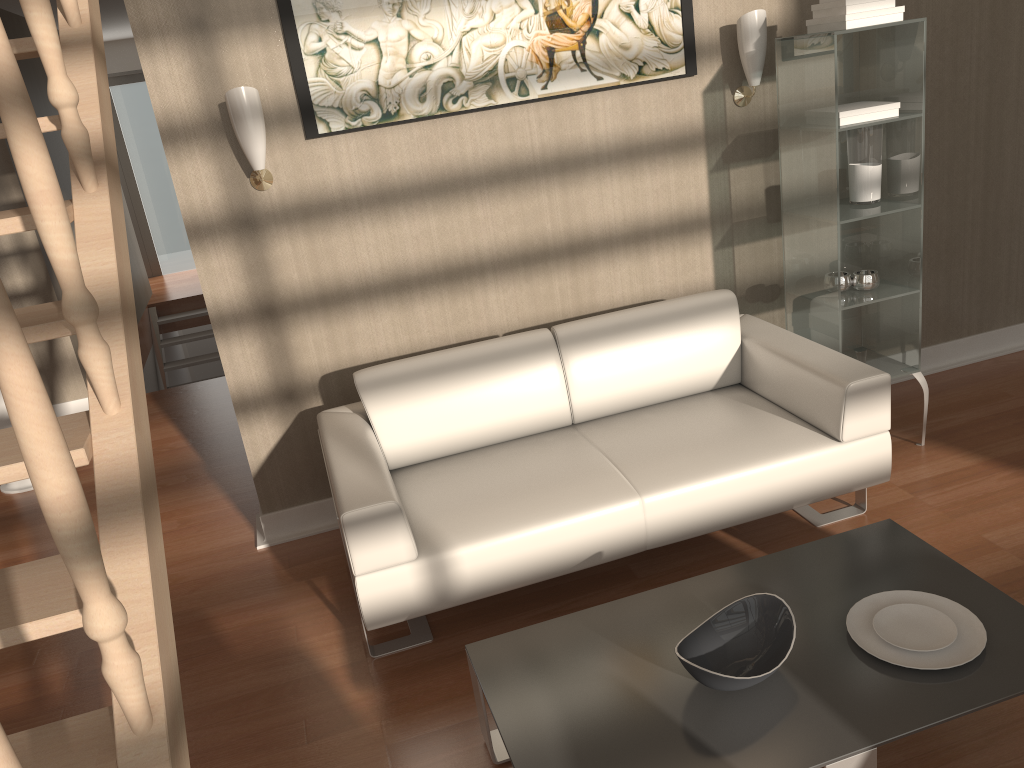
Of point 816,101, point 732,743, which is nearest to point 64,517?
point 732,743

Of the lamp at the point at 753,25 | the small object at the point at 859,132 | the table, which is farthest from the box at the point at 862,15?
the table

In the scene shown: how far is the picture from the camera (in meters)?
3.09

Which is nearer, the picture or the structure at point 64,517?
the structure at point 64,517

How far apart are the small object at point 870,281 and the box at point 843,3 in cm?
95

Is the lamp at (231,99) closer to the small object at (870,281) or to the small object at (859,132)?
the small object at (859,132)

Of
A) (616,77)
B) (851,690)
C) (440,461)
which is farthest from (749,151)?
(851,690)

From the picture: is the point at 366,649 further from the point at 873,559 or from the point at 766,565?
the point at 873,559

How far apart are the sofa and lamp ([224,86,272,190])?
0.8 meters

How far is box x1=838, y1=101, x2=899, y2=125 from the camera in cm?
309
